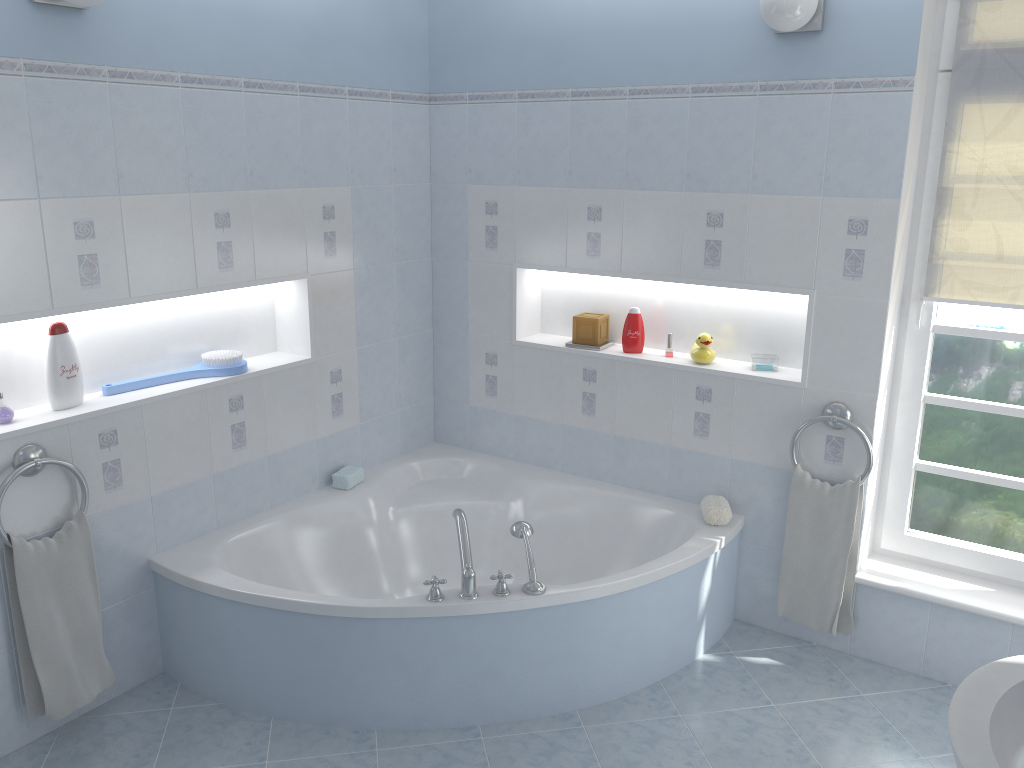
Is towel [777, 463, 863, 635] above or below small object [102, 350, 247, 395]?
below

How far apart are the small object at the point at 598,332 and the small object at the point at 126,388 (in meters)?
1.33

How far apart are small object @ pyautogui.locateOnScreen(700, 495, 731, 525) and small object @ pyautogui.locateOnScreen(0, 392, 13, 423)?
2.36m

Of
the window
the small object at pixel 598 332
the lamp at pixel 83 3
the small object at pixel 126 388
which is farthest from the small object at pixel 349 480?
the window

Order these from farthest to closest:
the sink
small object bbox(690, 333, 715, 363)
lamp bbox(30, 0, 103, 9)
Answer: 1. small object bbox(690, 333, 715, 363)
2. lamp bbox(30, 0, 103, 9)
3. the sink

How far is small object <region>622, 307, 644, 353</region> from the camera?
3.6m

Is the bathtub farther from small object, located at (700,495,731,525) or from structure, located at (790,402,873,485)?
structure, located at (790,402,873,485)

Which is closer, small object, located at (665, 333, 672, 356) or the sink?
the sink

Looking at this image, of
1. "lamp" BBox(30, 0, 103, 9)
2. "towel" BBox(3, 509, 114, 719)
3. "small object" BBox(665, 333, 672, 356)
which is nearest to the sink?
"small object" BBox(665, 333, 672, 356)

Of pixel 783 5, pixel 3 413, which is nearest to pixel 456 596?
pixel 3 413
